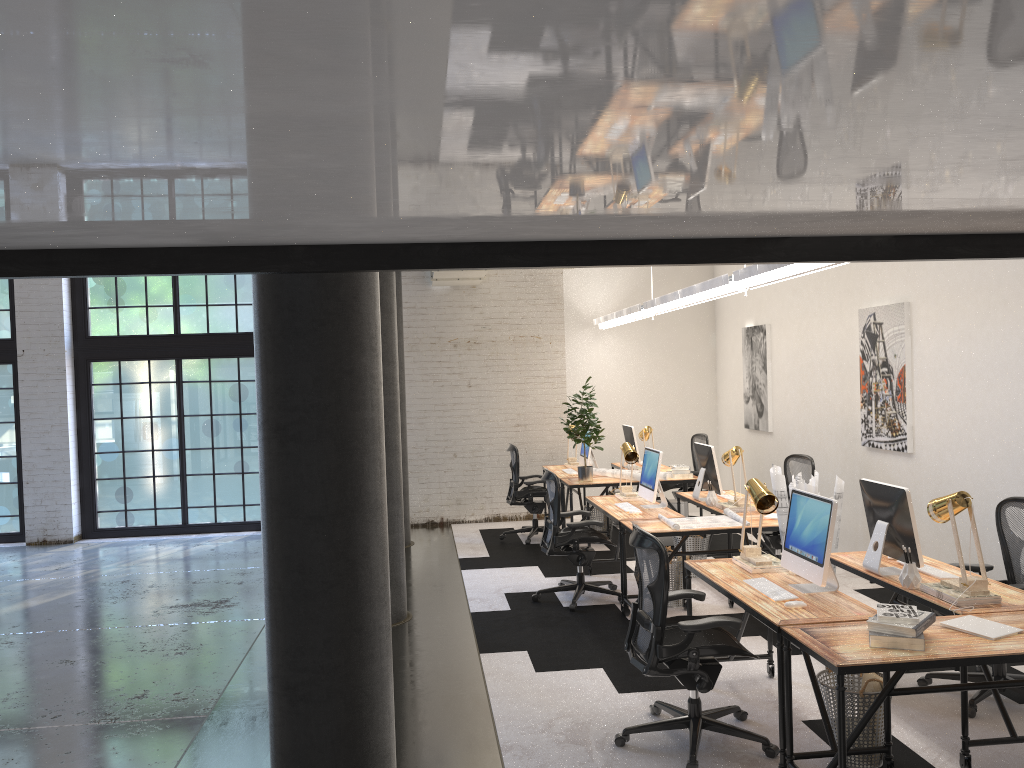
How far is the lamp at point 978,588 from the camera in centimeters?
412cm

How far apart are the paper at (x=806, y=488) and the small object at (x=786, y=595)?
1.3m

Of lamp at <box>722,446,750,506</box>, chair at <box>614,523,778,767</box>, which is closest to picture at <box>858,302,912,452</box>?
lamp at <box>722,446,750,506</box>

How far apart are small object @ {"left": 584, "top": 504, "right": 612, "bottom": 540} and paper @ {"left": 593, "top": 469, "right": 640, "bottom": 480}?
0.5 meters

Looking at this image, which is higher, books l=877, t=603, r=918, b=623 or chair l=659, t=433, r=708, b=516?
chair l=659, t=433, r=708, b=516

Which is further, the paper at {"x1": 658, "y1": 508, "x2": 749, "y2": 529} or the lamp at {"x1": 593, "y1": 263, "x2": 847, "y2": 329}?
the paper at {"x1": 658, "y1": 508, "x2": 749, "y2": 529}

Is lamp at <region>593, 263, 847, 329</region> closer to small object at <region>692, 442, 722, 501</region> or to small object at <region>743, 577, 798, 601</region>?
small object at <region>692, 442, 722, 501</region>

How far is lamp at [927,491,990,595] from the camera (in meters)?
4.12

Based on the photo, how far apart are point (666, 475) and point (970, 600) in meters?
4.9

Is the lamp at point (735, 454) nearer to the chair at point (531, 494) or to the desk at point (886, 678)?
the desk at point (886, 678)
